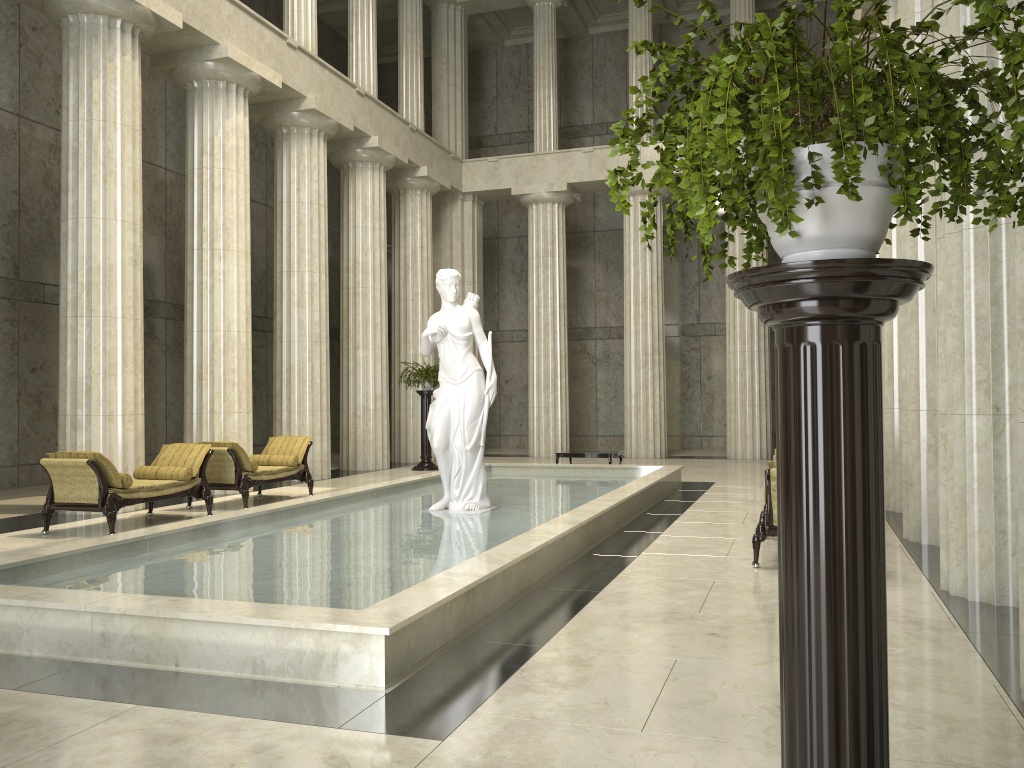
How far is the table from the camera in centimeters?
1623cm

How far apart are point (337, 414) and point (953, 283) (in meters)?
21.93

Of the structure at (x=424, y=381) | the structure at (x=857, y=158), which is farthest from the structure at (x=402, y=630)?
the structure at (x=424, y=381)

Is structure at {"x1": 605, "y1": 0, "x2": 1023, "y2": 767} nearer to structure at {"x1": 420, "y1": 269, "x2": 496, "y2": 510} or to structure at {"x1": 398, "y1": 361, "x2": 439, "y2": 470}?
structure at {"x1": 420, "y1": 269, "x2": 496, "y2": 510}

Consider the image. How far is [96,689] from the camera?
4.5 meters

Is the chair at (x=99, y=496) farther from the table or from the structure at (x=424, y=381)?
the structure at (x=424, y=381)

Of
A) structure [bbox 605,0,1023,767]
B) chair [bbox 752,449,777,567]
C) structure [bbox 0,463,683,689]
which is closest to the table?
structure [bbox 0,463,683,689]

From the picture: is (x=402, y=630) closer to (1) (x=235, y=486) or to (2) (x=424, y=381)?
(1) (x=235, y=486)

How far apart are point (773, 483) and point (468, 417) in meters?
3.9 m

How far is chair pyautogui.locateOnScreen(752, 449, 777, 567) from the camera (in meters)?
7.46
